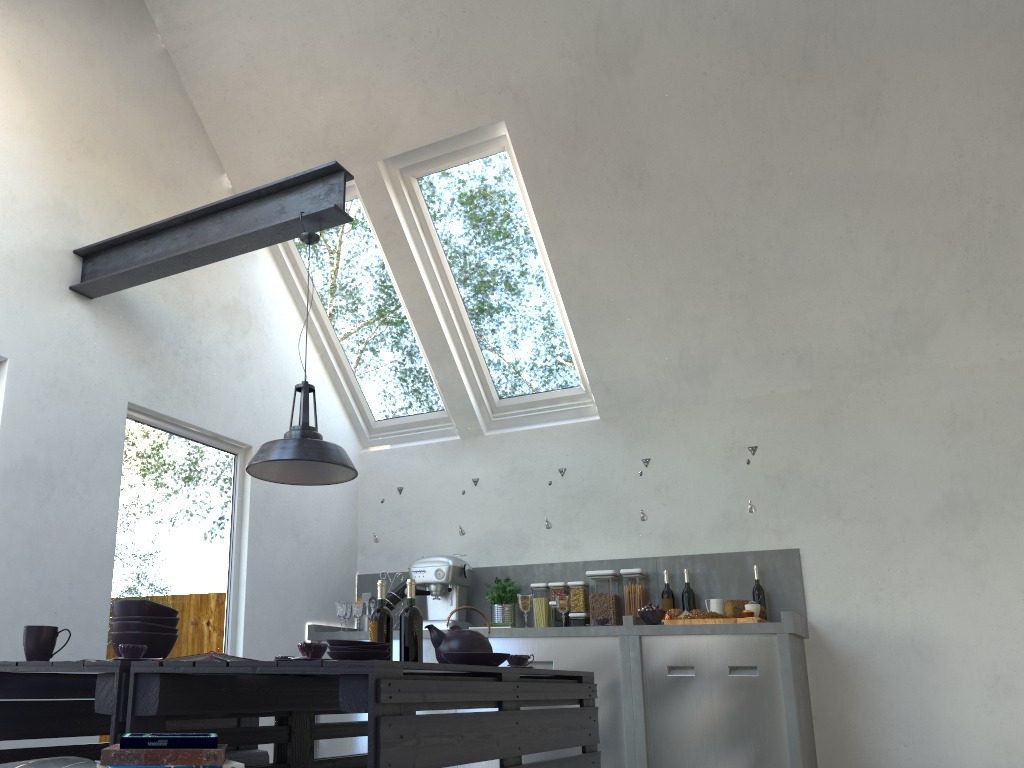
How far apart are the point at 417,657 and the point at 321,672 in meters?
1.3

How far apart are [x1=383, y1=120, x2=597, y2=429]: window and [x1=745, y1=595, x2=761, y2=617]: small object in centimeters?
166cm

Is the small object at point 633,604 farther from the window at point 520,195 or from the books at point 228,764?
the books at point 228,764

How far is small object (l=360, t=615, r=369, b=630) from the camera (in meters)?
5.60

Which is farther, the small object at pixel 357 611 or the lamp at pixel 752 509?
the small object at pixel 357 611

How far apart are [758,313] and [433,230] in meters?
2.0 m

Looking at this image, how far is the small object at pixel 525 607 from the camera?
4.85m

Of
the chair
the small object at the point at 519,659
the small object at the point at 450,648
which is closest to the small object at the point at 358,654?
the small object at the point at 450,648

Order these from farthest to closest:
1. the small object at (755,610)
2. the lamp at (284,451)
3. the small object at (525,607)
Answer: the small object at (525,607) < the small object at (755,610) < the lamp at (284,451)

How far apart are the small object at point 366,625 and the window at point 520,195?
1.50m
